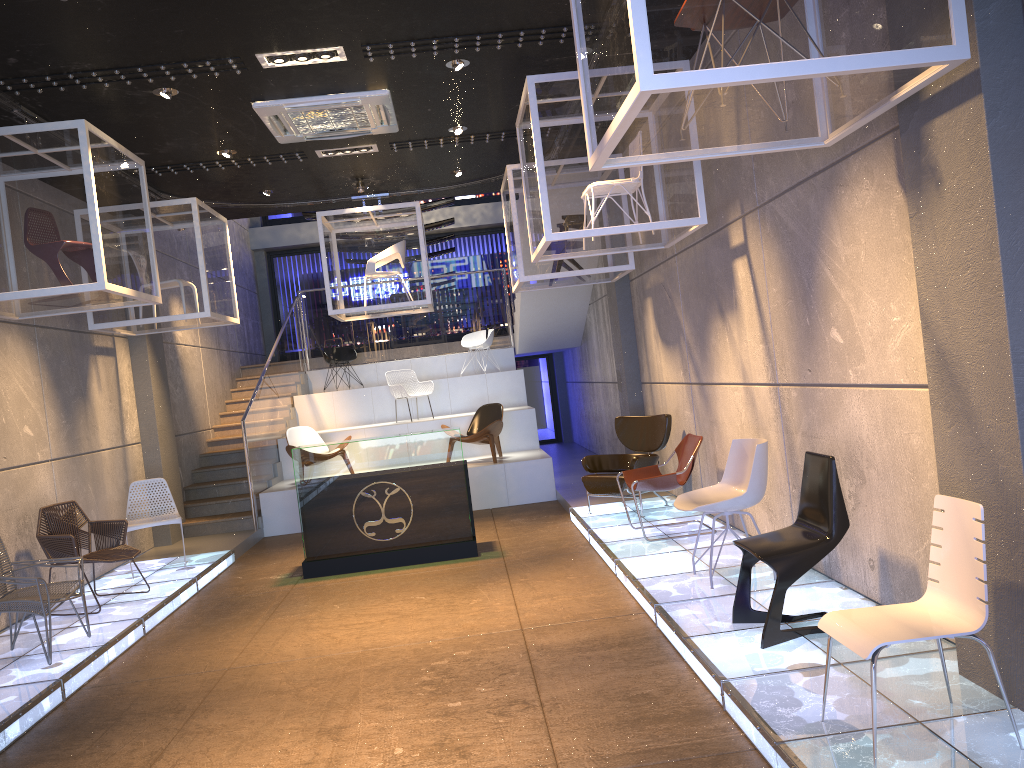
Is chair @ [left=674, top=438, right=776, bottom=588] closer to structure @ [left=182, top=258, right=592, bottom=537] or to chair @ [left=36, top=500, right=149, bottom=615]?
chair @ [left=36, top=500, right=149, bottom=615]

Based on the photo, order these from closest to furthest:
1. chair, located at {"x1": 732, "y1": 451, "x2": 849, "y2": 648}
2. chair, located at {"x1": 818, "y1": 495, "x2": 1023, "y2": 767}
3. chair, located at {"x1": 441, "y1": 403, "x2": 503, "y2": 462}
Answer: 1. chair, located at {"x1": 818, "y1": 495, "x2": 1023, "y2": 767}
2. chair, located at {"x1": 732, "y1": 451, "x2": 849, "y2": 648}
3. chair, located at {"x1": 441, "y1": 403, "x2": 503, "y2": 462}

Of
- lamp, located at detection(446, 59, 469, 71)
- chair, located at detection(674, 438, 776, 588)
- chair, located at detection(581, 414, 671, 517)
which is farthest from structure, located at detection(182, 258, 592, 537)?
chair, located at detection(674, 438, 776, 588)

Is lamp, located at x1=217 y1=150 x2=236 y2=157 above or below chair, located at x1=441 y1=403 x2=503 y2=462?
above

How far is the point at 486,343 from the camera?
15.0m

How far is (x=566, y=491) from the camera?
11.0 meters

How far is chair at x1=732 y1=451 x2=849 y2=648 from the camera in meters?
4.4

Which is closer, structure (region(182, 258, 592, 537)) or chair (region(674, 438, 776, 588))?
chair (region(674, 438, 776, 588))

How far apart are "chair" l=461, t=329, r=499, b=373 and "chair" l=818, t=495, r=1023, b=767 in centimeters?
1170cm

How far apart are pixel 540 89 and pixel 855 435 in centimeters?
327cm
